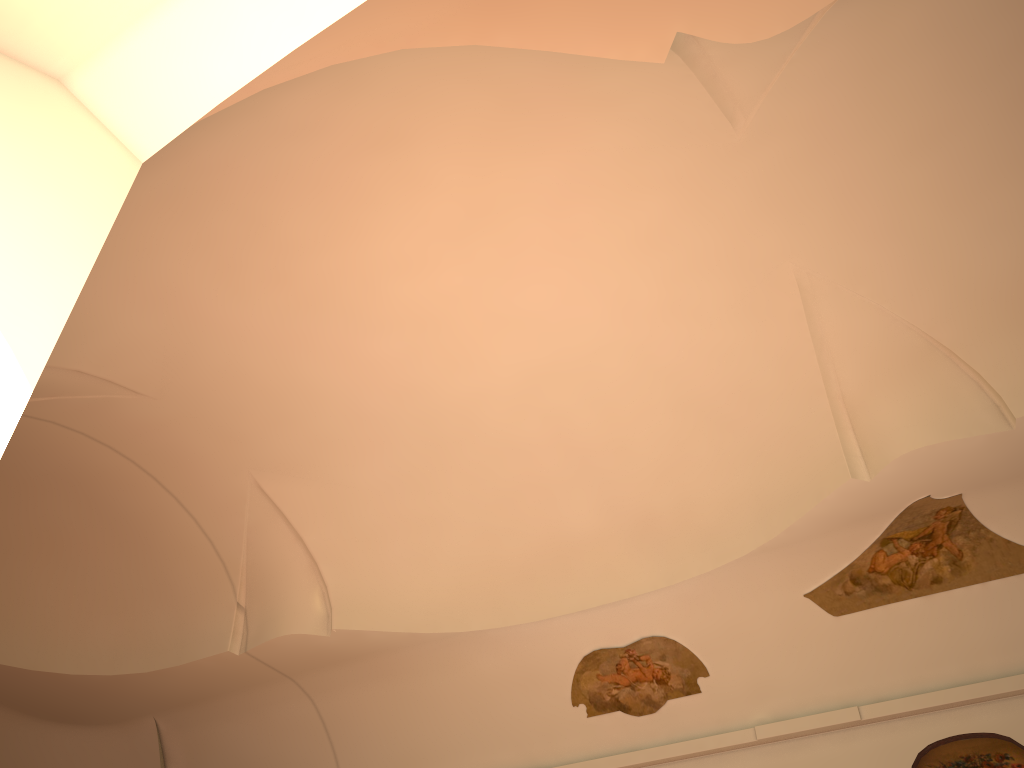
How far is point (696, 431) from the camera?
9.9 meters

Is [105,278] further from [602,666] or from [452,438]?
[602,666]
